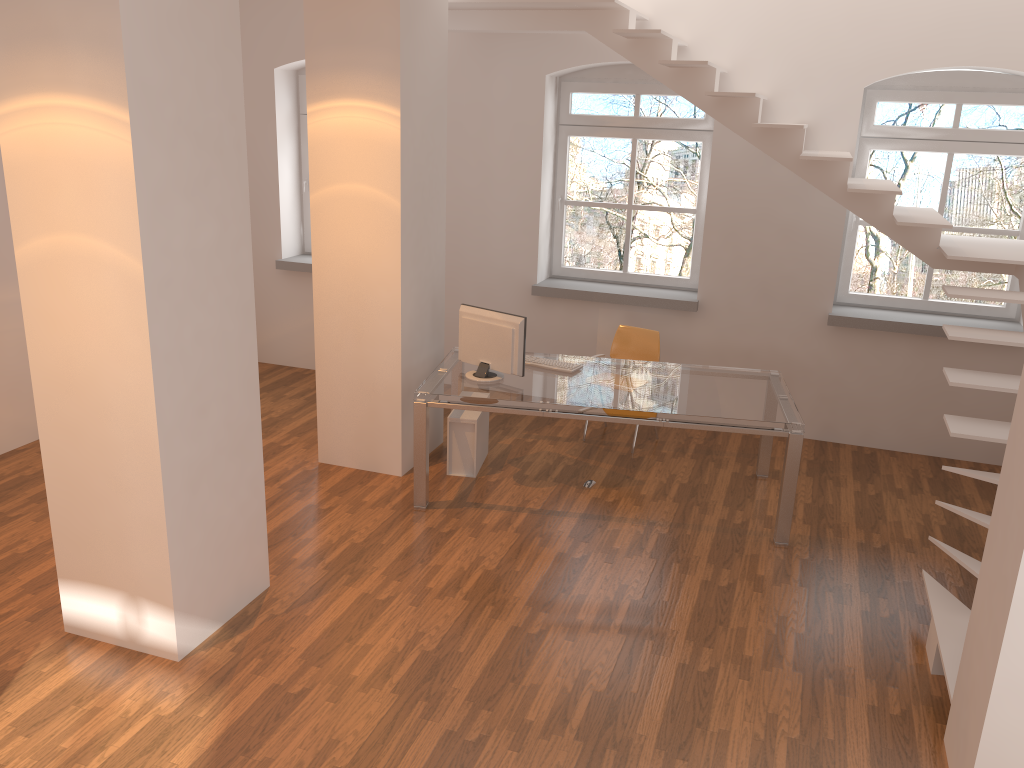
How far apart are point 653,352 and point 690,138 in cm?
174

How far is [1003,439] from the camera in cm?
426

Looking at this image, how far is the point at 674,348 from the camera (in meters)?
7.03

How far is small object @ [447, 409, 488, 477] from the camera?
5.86m

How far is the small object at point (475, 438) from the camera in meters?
5.9

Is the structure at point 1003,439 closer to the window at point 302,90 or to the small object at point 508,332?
the small object at point 508,332

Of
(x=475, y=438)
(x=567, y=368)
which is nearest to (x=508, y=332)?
(x=567, y=368)

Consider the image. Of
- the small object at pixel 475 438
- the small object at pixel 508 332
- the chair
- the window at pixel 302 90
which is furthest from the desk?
the window at pixel 302 90

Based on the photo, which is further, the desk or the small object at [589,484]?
the small object at [589,484]

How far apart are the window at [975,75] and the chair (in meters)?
1.50
